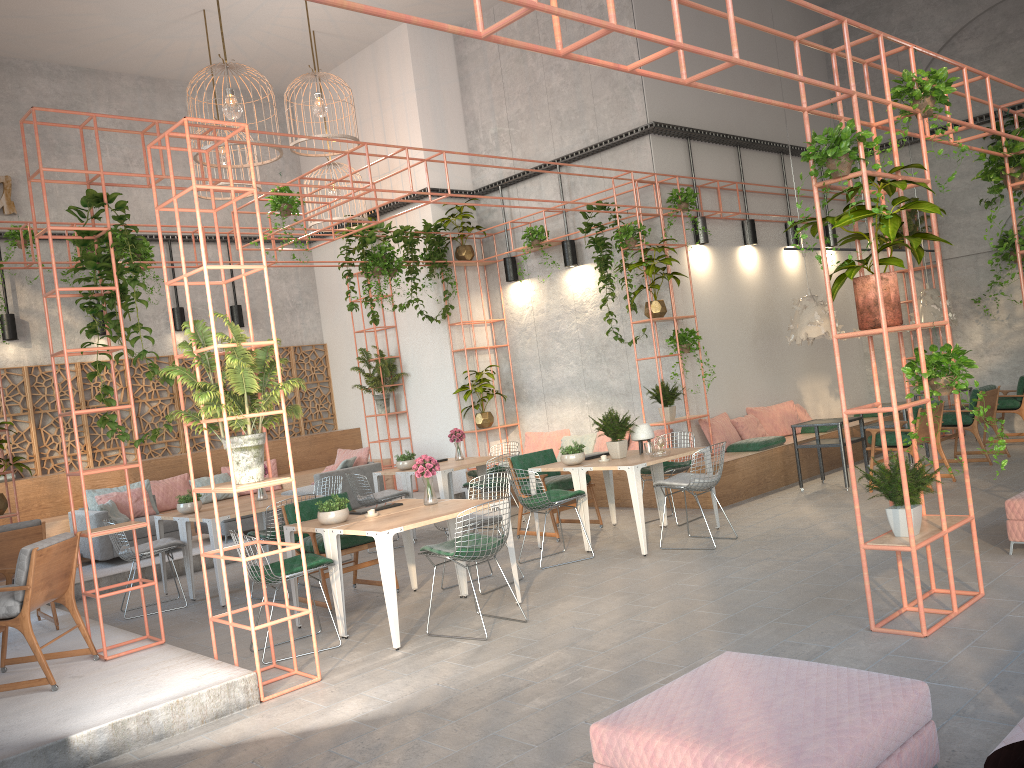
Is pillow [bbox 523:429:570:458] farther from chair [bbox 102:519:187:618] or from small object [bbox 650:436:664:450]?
chair [bbox 102:519:187:618]

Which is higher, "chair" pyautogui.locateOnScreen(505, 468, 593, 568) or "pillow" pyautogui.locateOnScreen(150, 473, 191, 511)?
"pillow" pyautogui.locateOnScreen(150, 473, 191, 511)

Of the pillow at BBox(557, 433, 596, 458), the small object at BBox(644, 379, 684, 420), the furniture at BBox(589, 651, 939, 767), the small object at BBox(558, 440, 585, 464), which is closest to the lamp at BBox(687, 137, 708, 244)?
the small object at BBox(644, 379, 684, 420)

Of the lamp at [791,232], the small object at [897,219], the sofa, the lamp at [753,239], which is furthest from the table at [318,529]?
the lamp at [791,232]

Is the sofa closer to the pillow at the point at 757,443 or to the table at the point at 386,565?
the table at the point at 386,565

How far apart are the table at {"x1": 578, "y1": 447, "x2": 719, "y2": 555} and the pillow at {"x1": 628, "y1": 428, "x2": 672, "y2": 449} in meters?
2.2 m

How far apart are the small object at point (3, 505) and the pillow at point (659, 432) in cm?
726

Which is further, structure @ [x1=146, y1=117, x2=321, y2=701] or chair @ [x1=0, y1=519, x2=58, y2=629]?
chair @ [x1=0, y1=519, x2=58, y2=629]

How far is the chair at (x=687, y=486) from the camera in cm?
806

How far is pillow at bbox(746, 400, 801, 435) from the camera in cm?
1221
